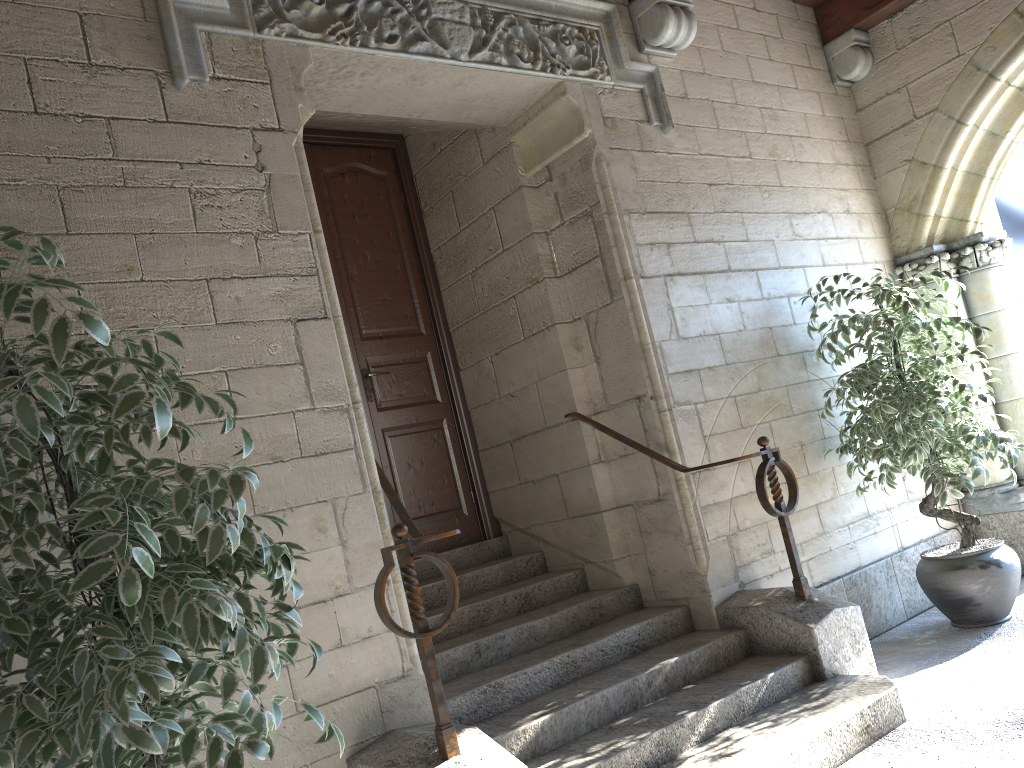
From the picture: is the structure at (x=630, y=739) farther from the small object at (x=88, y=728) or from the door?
the small object at (x=88, y=728)

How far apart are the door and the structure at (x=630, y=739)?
0.1m

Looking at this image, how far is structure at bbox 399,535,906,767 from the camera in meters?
2.6 m

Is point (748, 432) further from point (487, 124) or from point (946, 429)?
point (487, 124)

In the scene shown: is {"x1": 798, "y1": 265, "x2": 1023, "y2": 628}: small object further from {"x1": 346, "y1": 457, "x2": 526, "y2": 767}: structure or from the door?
{"x1": 346, "y1": 457, "x2": 526, "y2": 767}: structure

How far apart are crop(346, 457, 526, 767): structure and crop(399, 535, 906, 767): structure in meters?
0.2 m

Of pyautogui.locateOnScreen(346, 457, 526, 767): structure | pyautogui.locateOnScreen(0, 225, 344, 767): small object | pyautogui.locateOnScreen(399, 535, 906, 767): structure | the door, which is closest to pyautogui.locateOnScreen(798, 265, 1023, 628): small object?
pyautogui.locateOnScreen(399, 535, 906, 767): structure

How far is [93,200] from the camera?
2.37m

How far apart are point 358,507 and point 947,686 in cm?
209

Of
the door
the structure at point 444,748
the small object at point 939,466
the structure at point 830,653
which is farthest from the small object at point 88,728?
the small object at point 939,466
